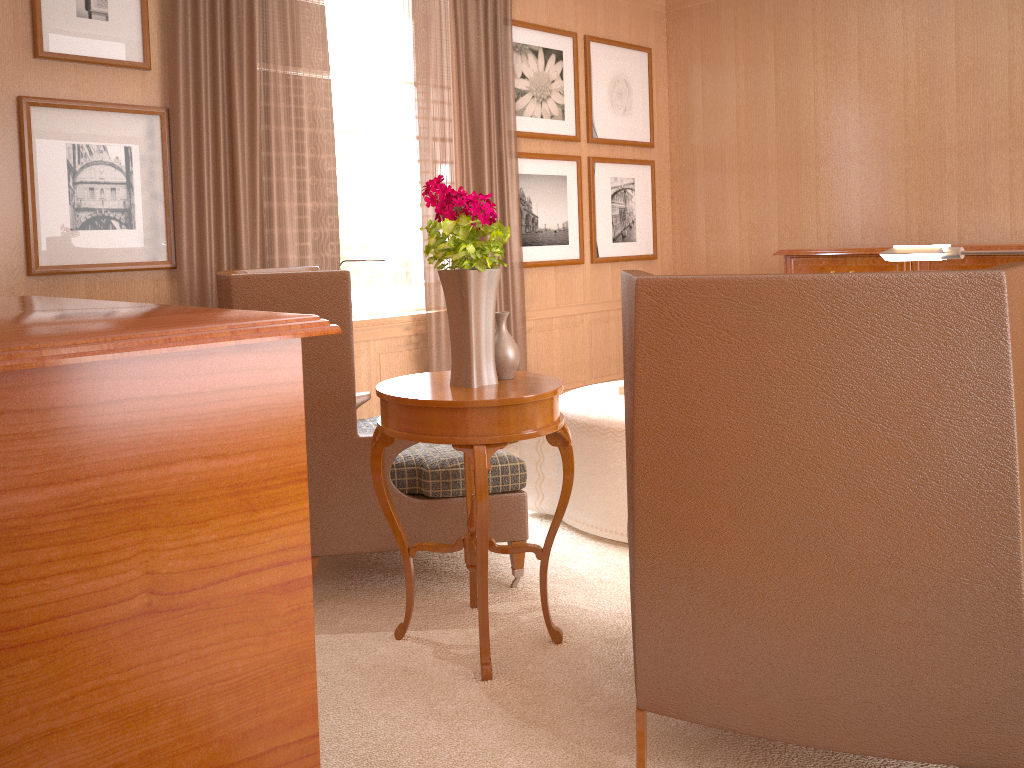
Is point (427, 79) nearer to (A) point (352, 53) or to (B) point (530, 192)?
(A) point (352, 53)

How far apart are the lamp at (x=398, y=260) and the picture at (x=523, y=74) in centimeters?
342cm

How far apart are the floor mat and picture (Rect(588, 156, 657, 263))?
2.6m

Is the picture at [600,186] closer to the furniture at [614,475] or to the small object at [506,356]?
the furniture at [614,475]

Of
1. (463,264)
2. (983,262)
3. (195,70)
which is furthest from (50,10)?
(983,262)

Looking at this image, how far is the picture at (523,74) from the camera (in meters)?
9.20

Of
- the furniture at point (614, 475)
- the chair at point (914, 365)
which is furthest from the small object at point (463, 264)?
the furniture at point (614, 475)

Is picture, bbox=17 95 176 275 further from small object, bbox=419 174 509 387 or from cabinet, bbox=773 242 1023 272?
cabinet, bbox=773 242 1023 272

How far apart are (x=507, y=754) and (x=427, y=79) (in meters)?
6.31

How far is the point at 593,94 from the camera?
10.0m
